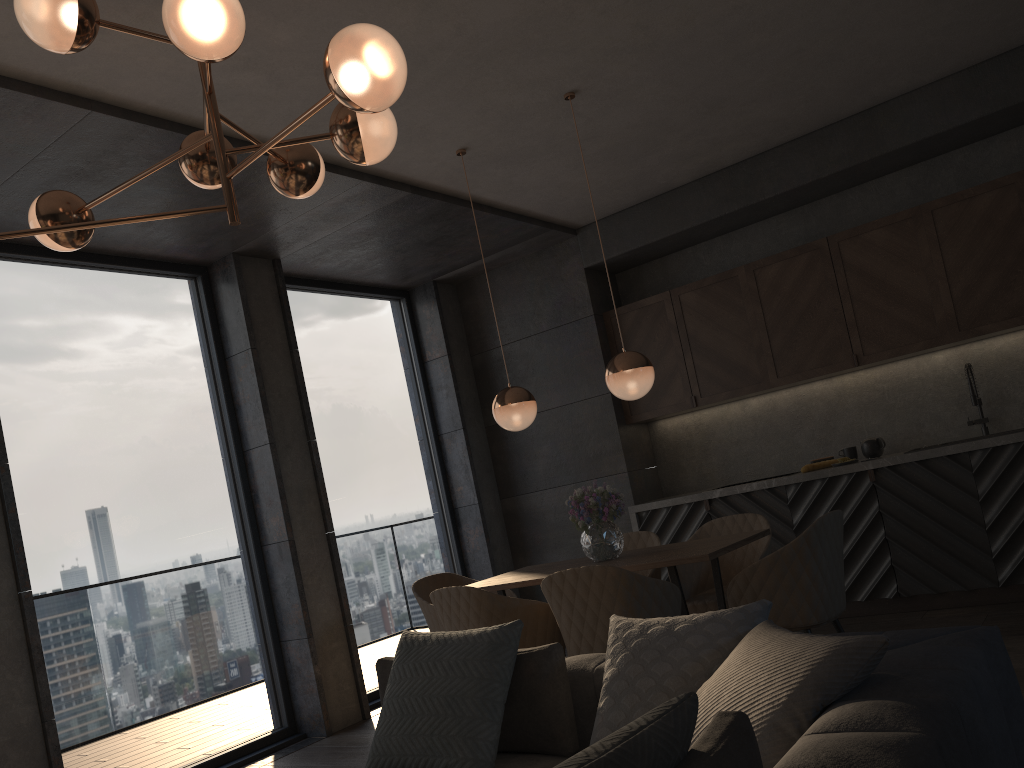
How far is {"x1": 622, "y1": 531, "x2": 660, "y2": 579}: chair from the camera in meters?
5.0

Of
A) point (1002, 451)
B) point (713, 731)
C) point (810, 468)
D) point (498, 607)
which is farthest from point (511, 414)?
point (713, 731)

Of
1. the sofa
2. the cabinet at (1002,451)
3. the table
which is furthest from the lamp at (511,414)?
the cabinet at (1002,451)

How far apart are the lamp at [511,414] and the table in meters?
0.7

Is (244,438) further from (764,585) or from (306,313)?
(764,585)

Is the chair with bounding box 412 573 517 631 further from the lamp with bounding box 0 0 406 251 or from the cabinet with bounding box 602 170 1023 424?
the lamp with bounding box 0 0 406 251

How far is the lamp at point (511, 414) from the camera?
4.6m

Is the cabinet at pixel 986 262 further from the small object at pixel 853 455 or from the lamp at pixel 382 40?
the lamp at pixel 382 40

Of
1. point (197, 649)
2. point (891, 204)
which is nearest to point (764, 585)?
point (197, 649)

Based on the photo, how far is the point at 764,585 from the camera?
3.6m
